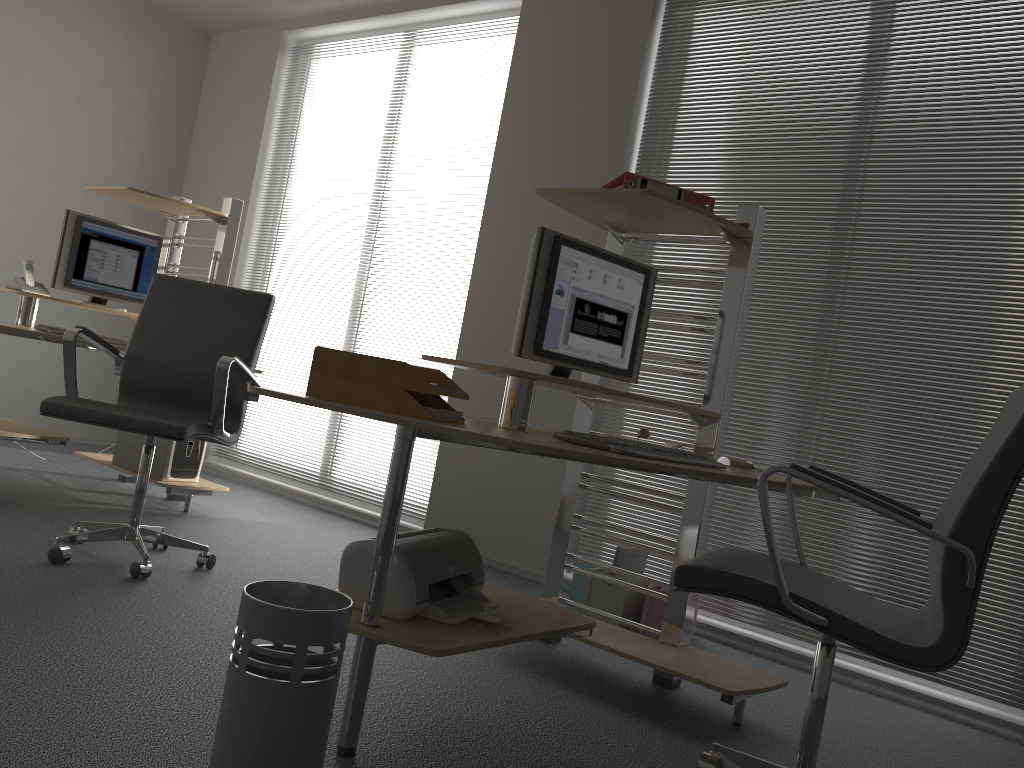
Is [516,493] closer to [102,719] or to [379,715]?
[379,715]

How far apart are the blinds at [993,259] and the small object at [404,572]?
1.7m

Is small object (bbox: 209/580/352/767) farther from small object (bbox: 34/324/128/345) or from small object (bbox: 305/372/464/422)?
small object (bbox: 34/324/128/345)

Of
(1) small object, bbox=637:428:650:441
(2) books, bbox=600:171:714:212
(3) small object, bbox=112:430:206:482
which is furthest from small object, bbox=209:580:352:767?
(3) small object, bbox=112:430:206:482

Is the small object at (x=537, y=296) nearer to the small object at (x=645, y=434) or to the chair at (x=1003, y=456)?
the small object at (x=645, y=434)

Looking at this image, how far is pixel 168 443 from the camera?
4.15m

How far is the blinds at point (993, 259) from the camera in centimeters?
326cm

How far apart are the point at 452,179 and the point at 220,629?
3.1 meters

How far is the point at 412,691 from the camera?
2.4 meters

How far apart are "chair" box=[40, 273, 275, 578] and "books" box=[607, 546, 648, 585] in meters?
1.5
